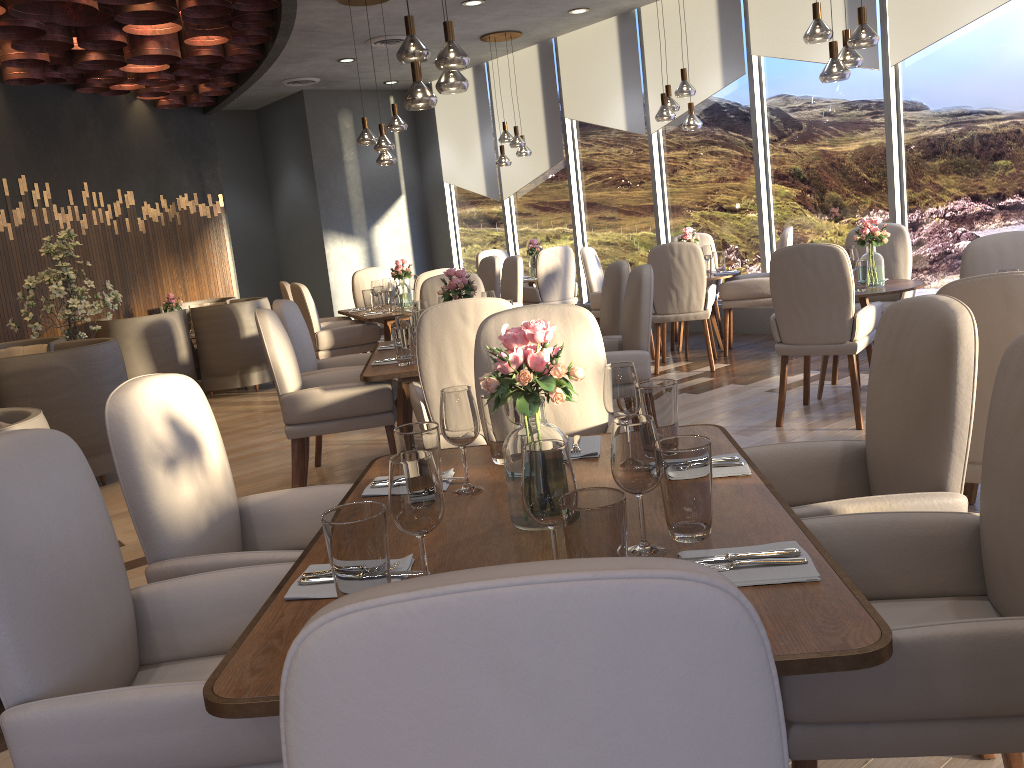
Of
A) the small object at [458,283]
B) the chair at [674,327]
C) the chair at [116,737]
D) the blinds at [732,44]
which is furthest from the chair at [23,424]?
the blinds at [732,44]

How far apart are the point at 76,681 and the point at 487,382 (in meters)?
0.88

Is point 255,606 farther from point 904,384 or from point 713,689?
point 904,384

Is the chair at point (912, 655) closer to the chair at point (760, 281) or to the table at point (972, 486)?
the table at point (972, 486)

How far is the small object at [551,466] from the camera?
1.4m

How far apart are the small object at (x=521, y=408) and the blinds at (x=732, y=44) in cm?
687

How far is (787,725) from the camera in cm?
139

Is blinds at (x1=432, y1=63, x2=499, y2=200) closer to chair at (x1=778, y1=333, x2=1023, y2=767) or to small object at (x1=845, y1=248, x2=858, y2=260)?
small object at (x1=845, y1=248, x2=858, y2=260)

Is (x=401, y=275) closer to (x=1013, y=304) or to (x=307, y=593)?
(x=1013, y=304)

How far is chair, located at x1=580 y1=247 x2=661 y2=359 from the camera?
7.5 meters
